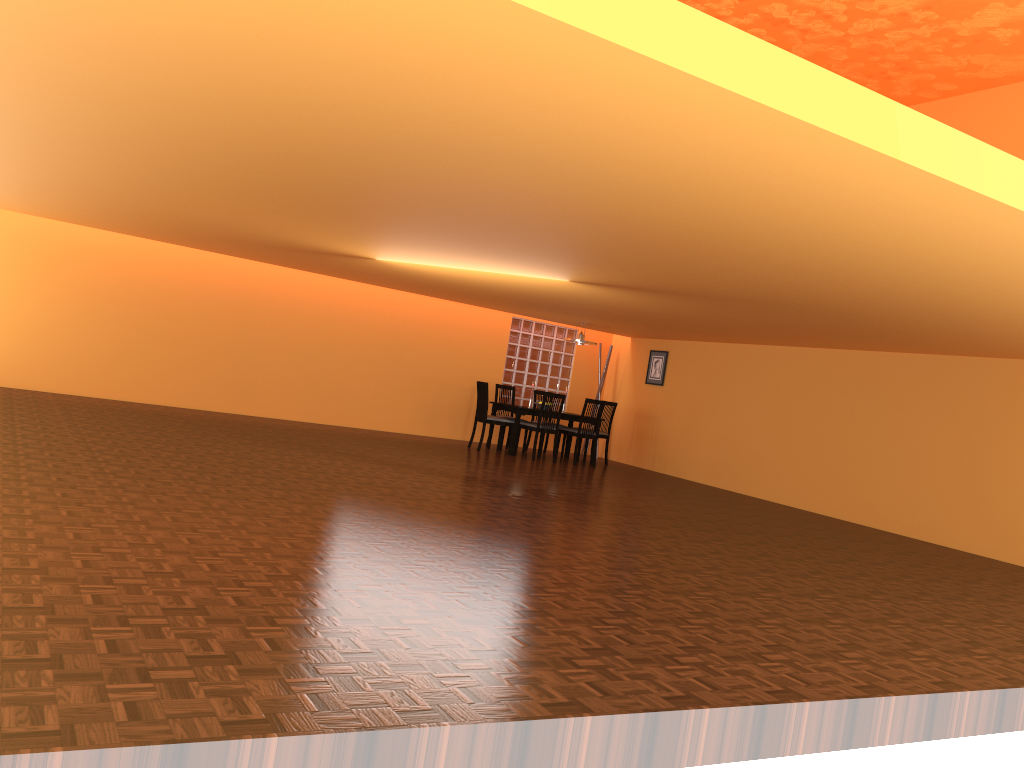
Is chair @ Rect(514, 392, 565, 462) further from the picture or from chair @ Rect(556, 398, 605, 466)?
the picture

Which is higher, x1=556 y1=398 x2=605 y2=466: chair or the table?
the table

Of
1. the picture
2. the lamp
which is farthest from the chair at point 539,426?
the picture

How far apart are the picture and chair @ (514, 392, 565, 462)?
1.96m

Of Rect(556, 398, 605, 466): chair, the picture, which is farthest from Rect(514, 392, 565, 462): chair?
the picture

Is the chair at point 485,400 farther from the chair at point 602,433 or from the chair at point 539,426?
the chair at point 602,433

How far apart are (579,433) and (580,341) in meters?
1.1

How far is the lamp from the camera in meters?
10.8 m

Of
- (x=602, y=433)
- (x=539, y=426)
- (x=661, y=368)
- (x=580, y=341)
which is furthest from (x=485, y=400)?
(x=661, y=368)

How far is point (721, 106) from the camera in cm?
254
